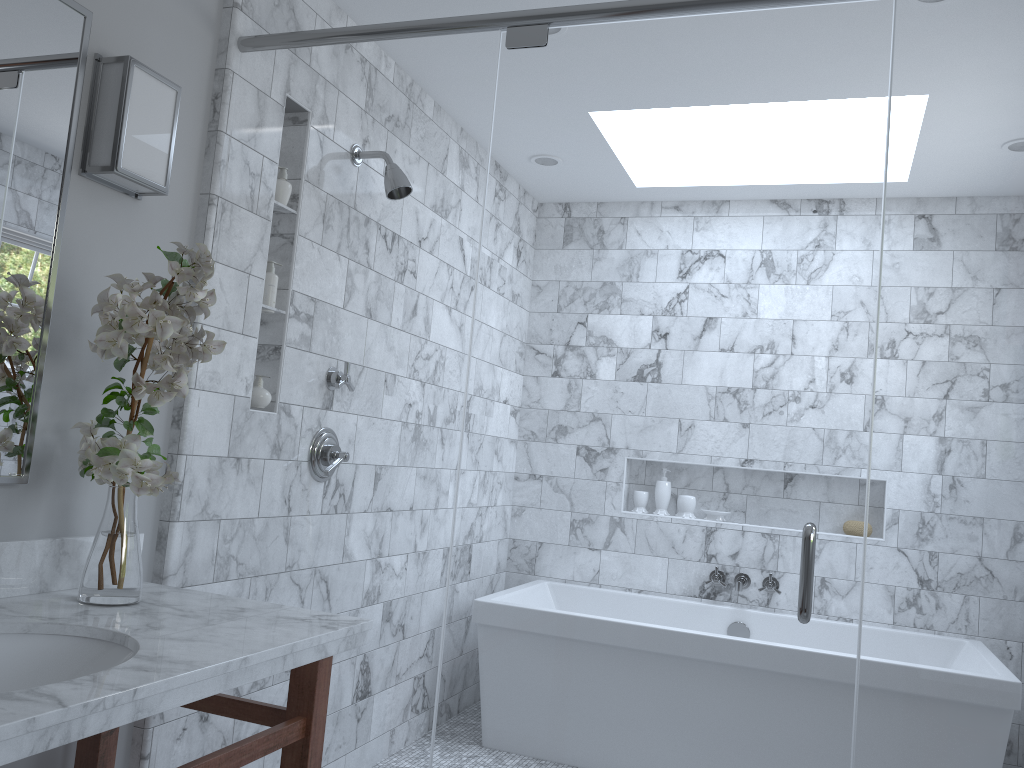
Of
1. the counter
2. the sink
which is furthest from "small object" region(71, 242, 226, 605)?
the sink

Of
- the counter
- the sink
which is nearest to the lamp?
the counter

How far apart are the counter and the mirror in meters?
0.1 m

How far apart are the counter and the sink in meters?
0.0 m

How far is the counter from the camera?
1.14m

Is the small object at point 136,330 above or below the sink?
above

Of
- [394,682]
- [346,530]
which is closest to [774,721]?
[394,682]

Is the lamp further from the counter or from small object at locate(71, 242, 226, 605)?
the counter

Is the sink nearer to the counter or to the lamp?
the counter

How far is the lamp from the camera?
1.9m
